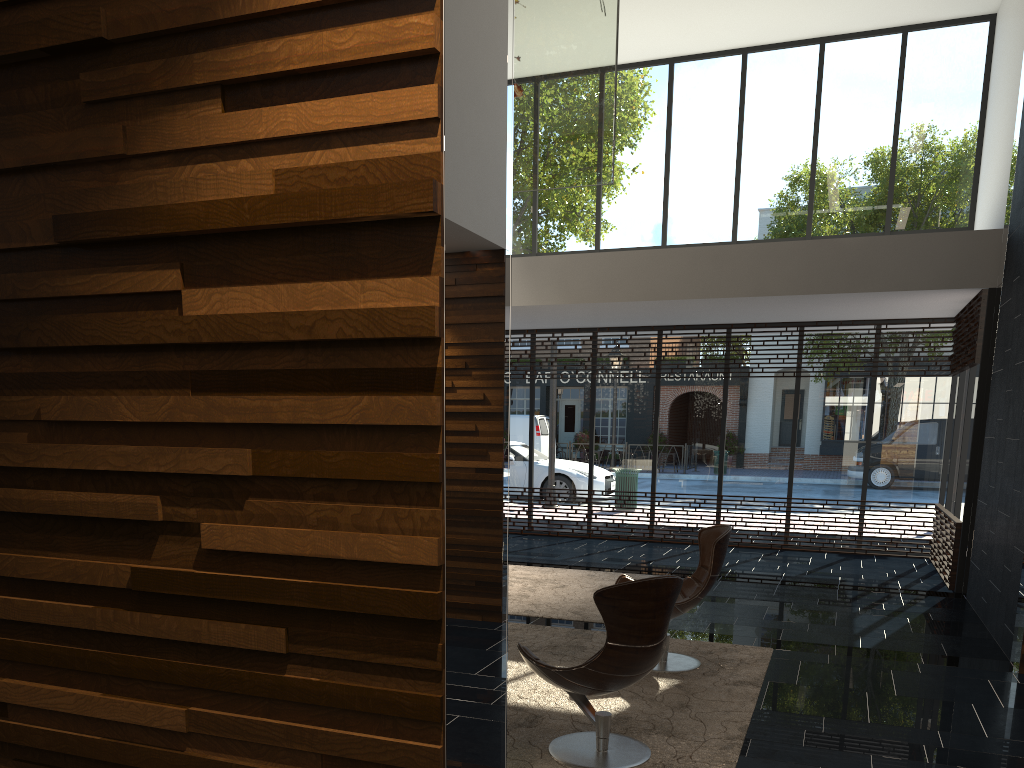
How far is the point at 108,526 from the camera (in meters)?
1.71

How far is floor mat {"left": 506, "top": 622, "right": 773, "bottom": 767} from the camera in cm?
394

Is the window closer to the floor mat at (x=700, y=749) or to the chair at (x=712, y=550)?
the floor mat at (x=700, y=749)

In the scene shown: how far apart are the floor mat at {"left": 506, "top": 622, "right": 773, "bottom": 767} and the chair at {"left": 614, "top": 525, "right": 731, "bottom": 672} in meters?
0.0

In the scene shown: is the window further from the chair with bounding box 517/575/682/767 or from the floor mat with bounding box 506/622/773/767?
the chair with bounding box 517/575/682/767

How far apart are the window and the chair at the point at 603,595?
5.49m

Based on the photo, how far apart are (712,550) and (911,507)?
6.2m

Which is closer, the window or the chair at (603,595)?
the chair at (603,595)

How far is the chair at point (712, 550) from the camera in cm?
526

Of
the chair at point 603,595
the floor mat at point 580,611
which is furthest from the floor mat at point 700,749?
the floor mat at point 580,611
